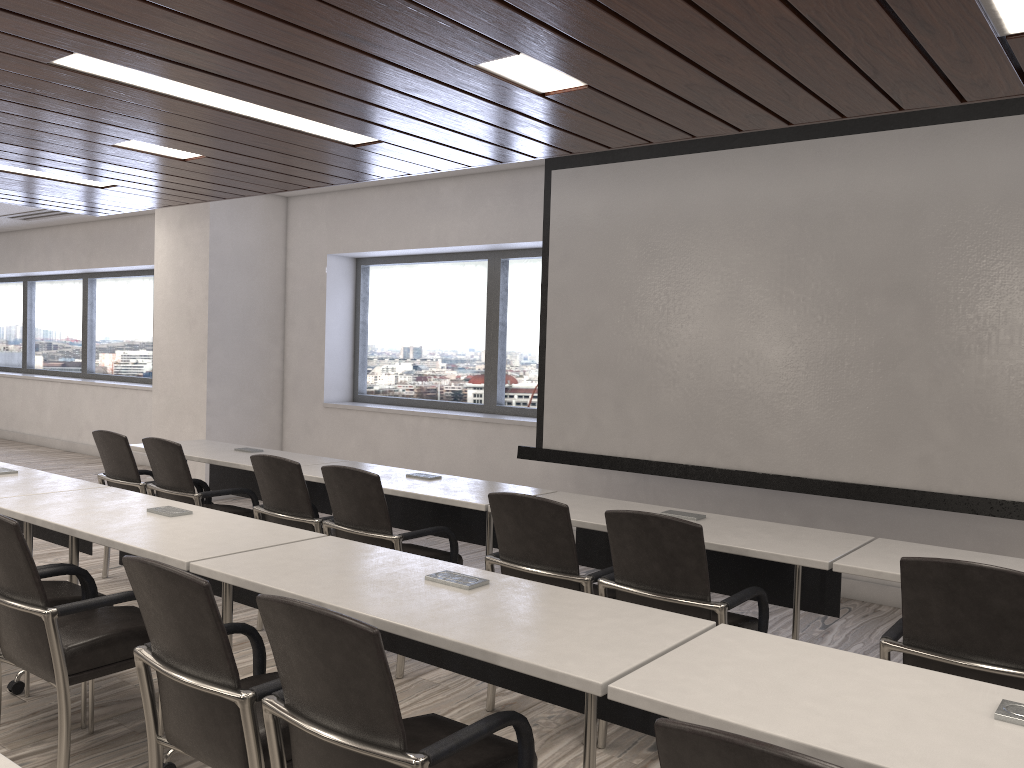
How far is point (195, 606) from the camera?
2.1 meters

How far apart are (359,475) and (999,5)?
2.89m

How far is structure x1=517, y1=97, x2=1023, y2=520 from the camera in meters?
4.5 m

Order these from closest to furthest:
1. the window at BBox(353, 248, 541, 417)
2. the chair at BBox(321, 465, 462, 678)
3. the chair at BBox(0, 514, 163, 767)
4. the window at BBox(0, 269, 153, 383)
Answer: the chair at BBox(0, 514, 163, 767)
the chair at BBox(321, 465, 462, 678)
the window at BBox(353, 248, 541, 417)
the window at BBox(0, 269, 153, 383)

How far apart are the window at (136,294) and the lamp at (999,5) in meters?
1.1 m

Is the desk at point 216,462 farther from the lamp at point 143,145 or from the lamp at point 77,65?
the lamp at point 77,65

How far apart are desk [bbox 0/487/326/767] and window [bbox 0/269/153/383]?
7.5m

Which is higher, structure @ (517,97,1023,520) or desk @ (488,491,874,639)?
structure @ (517,97,1023,520)

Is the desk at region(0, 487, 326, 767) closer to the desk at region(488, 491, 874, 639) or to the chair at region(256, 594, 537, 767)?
the chair at region(256, 594, 537, 767)

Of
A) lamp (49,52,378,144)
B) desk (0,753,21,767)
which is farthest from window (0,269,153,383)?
desk (0,753,21,767)
